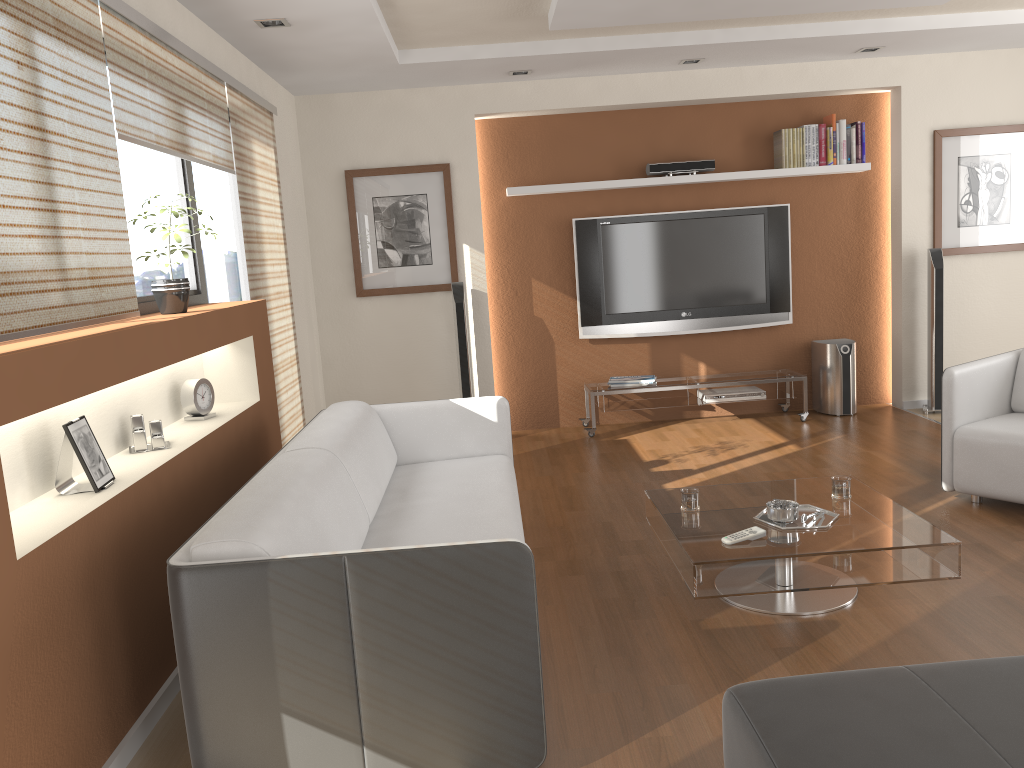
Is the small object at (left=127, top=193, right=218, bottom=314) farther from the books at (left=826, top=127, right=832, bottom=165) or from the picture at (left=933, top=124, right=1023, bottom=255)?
the picture at (left=933, top=124, right=1023, bottom=255)

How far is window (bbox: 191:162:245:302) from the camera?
4.8m

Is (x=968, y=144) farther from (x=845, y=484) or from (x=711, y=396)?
(x=845, y=484)

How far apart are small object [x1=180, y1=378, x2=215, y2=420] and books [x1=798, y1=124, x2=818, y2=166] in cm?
455

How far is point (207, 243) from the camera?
4.8 meters

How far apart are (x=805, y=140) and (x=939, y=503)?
3.1 meters

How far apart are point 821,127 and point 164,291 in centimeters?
477cm

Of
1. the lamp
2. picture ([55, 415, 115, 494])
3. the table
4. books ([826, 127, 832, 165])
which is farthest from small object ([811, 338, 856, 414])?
picture ([55, 415, 115, 494])

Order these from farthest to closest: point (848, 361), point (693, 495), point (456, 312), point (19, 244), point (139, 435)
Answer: point (848, 361)
point (456, 312)
point (693, 495)
point (139, 435)
point (19, 244)

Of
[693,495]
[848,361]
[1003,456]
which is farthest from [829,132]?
[693,495]
